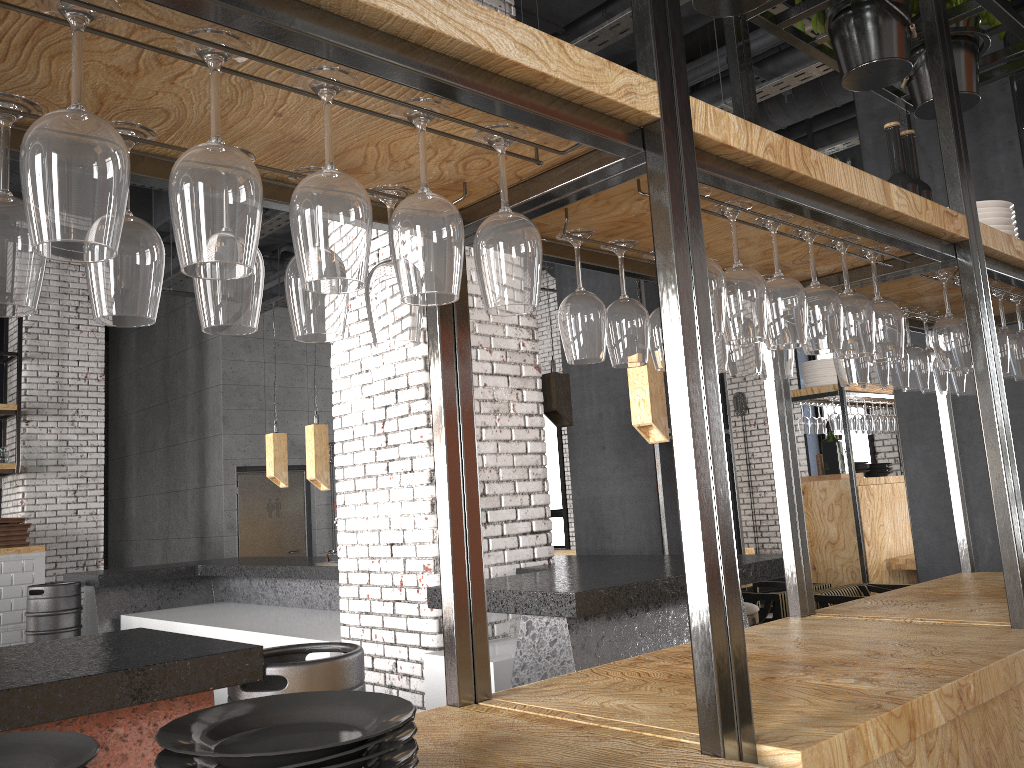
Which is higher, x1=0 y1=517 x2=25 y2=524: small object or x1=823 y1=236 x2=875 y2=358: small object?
x1=823 y1=236 x2=875 y2=358: small object

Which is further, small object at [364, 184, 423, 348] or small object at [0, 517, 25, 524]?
small object at [0, 517, 25, 524]

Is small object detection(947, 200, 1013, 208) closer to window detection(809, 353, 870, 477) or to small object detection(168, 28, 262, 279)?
small object detection(168, 28, 262, 279)

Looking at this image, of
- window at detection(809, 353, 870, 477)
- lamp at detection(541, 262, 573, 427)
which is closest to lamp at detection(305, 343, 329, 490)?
lamp at detection(541, 262, 573, 427)

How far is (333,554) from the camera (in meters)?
6.16

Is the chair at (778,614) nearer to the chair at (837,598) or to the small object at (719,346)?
the chair at (837,598)

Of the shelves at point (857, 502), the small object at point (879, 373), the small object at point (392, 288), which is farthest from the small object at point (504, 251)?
the shelves at point (857, 502)

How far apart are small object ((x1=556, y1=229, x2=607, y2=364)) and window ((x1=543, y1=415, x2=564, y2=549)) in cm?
1208

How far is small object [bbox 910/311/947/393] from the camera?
2.91m

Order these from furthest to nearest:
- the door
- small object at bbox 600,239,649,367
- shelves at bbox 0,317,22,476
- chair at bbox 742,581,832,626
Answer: the door → shelves at bbox 0,317,22,476 → chair at bbox 742,581,832,626 → small object at bbox 600,239,649,367
